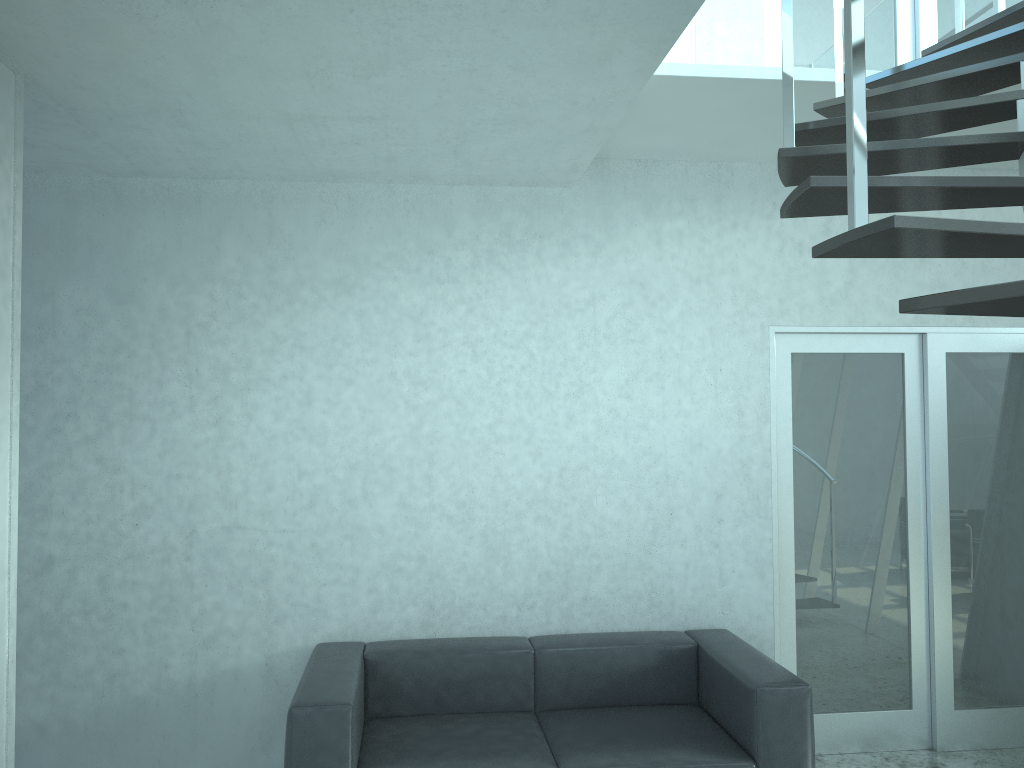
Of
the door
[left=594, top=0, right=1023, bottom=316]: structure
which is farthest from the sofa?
[left=594, top=0, right=1023, bottom=316]: structure

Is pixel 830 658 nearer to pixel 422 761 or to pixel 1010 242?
pixel 422 761

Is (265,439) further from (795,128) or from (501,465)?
(795,128)

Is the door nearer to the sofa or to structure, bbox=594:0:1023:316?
the sofa

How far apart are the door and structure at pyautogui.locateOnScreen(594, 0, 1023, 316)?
0.9m

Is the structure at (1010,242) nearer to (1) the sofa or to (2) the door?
(2) the door

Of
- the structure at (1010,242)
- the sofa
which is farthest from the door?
the structure at (1010,242)

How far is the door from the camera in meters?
4.4

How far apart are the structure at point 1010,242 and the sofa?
1.9m

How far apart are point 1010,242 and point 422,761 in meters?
2.7 m
